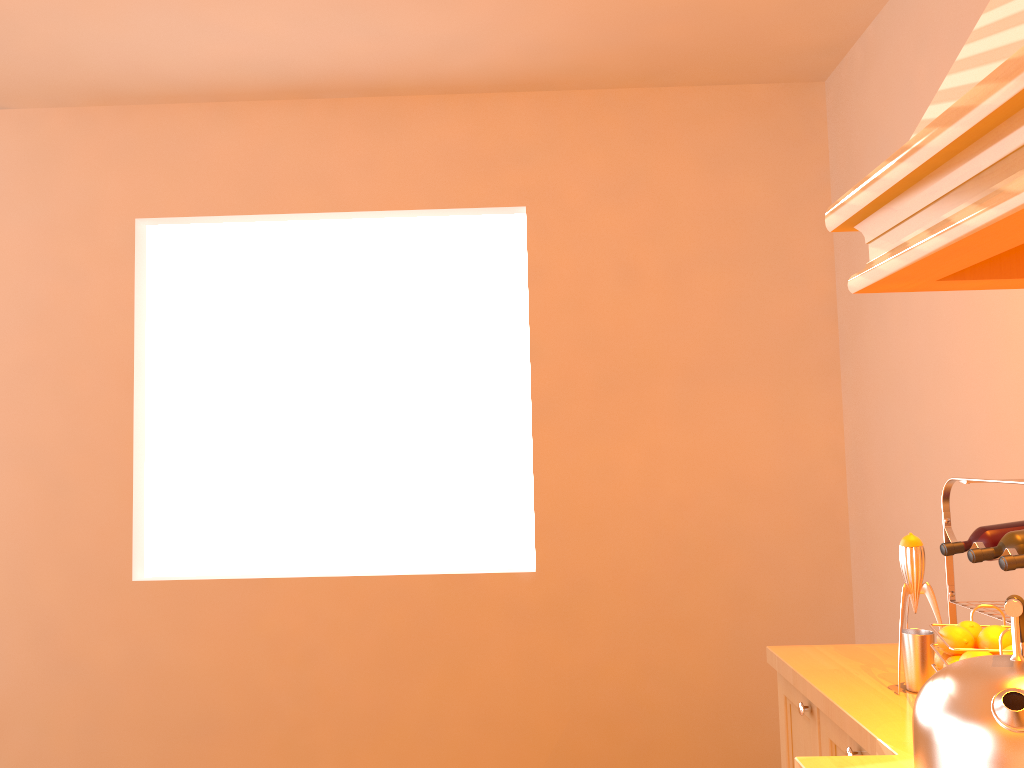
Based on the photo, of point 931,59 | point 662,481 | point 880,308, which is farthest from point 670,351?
point 931,59

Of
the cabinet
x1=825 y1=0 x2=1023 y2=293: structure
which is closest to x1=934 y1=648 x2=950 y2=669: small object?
the cabinet

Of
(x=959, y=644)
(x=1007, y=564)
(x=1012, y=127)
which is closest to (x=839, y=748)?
(x=959, y=644)

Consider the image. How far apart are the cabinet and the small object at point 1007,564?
0.4 meters

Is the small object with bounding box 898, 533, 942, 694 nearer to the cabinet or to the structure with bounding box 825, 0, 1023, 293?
Result: the cabinet

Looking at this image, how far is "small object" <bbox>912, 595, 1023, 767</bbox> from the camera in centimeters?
97cm

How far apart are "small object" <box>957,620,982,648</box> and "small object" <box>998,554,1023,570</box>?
0.17m

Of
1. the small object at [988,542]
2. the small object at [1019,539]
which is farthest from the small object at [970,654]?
the small object at [988,542]

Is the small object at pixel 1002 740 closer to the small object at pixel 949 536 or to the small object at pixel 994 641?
the small object at pixel 994 641

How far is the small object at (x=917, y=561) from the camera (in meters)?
1.63
